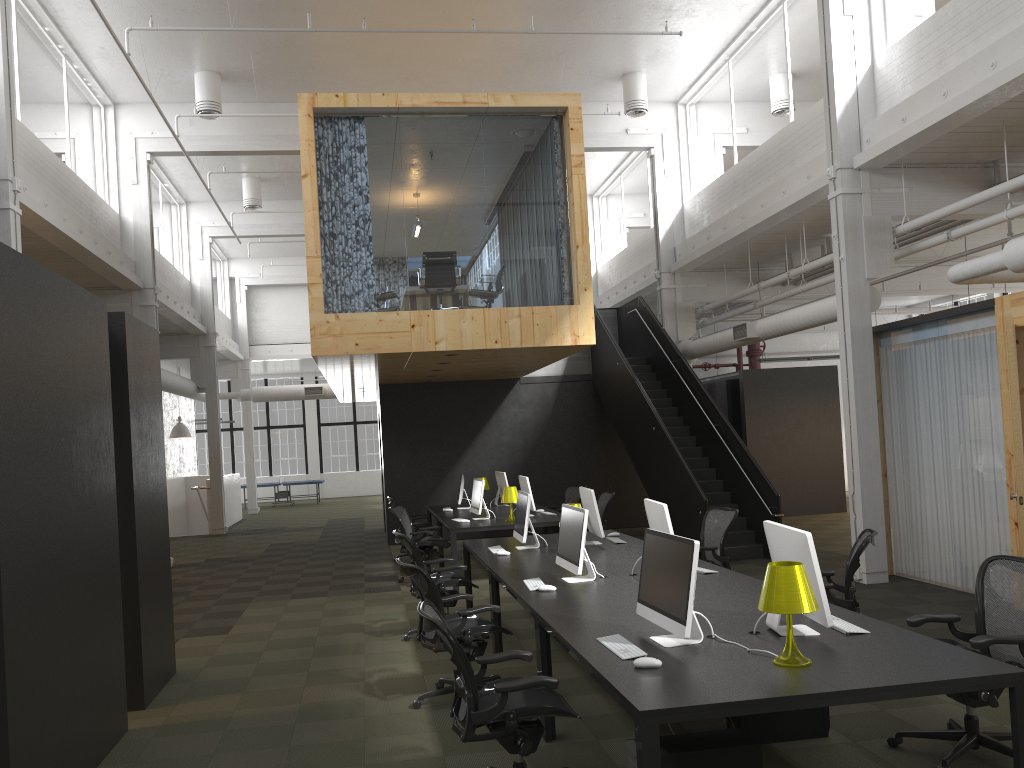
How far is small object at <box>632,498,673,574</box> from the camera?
6.1 meters

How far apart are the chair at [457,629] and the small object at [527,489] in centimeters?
506cm

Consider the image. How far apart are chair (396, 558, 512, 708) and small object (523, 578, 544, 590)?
0.31m

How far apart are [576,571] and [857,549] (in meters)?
1.91

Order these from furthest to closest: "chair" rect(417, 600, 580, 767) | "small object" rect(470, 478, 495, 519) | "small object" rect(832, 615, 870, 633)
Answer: "small object" rect(470, 478, 495, 519), "small object" rect(832, 615, 870, 633), "chair" rect(417, 600, 580, 767)

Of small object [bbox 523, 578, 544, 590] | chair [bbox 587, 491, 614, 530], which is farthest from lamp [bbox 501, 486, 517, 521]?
small object [bbox 523, 578, 544, 590]

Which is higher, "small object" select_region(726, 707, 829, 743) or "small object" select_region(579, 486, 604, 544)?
"small object" select_region(579, 486, 604, 544)

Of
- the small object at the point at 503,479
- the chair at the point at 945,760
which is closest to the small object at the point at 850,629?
the chair at the point at 945,760

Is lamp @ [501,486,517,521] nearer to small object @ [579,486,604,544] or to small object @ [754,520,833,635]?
small object @ [579,486,604,544]

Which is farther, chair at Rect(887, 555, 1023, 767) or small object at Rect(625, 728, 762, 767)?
chair at Rect(887, 555, 1023, 767)
